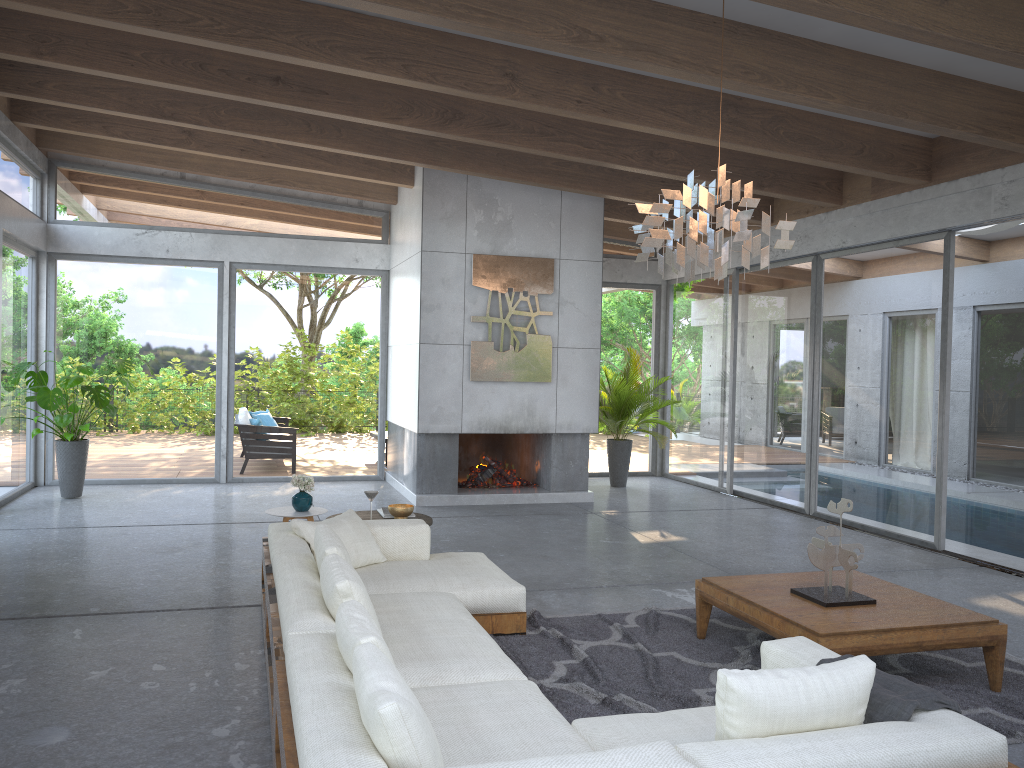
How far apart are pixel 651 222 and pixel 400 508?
2.8 meters

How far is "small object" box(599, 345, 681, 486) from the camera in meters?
11.0 m

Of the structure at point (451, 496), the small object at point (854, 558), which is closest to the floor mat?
the small object at point (854, 558)

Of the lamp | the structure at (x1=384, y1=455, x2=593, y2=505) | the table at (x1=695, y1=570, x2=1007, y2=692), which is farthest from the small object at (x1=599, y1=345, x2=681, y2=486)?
the lamp

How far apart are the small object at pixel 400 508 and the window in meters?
4.6 m

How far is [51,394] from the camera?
8.8m

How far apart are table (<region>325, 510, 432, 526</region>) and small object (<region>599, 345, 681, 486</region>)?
5.0 meters

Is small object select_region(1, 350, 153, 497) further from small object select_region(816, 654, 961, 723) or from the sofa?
small object select_region(816, 654, 961, 723)

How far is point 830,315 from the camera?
9.1m

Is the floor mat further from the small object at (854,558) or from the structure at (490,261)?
the structure at (490,261)
